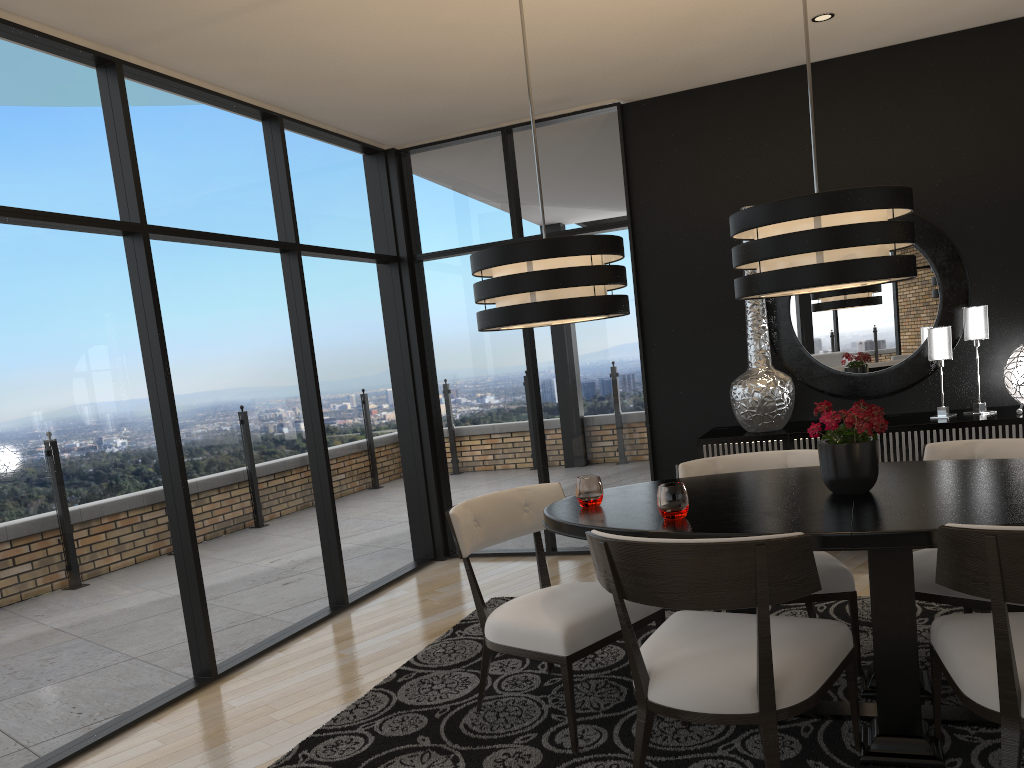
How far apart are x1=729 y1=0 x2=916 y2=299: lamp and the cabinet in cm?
178

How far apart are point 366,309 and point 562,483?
1.7m

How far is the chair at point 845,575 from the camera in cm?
315

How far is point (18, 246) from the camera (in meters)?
3.33

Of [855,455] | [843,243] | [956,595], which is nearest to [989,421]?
[956,595]

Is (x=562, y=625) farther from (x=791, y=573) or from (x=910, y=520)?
(x=910, y=520)

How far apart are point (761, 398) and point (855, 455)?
2.0m

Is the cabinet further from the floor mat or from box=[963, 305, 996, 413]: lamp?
the floor mat

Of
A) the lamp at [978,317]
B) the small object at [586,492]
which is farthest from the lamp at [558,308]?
the lamp at [978,317]

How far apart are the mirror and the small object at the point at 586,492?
2.5 meters
